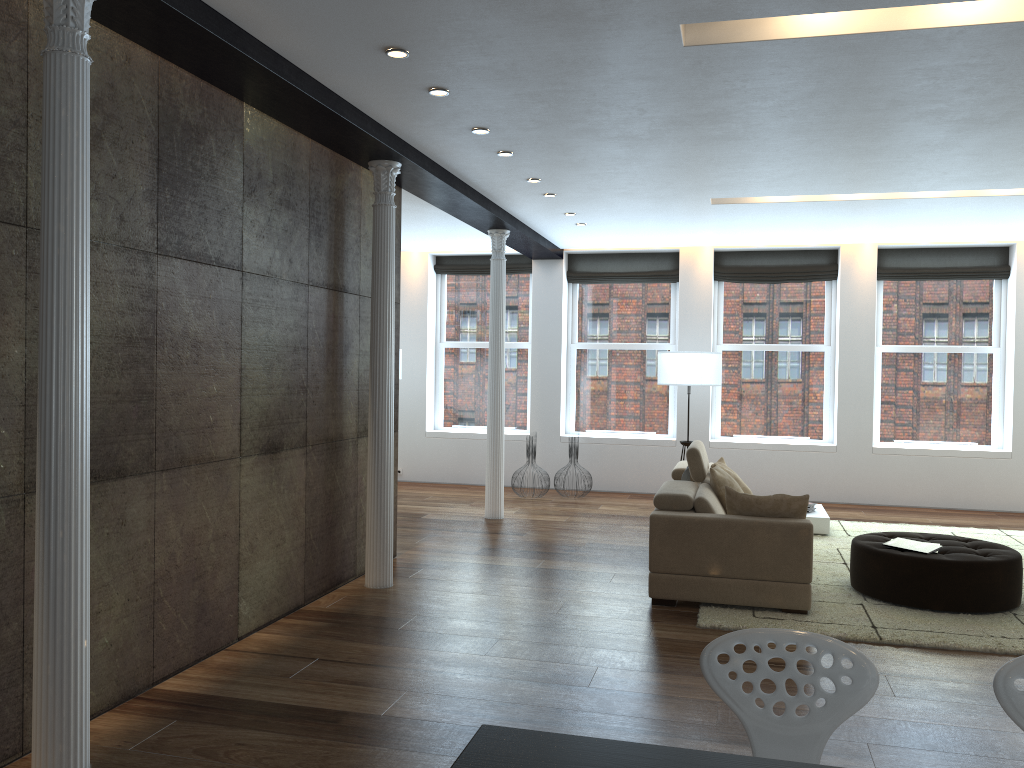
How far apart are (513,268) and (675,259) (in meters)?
2.07

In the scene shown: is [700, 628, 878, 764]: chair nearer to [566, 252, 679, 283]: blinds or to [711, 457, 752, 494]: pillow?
[711, 457, 752, 494]: pillow

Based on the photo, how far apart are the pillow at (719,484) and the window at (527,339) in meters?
5.2

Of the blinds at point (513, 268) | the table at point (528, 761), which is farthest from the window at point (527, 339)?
the table at point (528, 761)

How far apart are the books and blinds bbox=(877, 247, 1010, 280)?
5.29m

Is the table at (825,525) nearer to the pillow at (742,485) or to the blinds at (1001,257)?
the pillow at (742,485)

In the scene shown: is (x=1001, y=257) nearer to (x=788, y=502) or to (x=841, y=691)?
(x=788, y=502)

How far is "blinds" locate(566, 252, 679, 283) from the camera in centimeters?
1105cm

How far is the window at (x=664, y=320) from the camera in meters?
11.2

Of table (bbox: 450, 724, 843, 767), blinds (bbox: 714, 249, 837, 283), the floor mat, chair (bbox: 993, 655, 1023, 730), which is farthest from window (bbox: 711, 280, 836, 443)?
table (bbox: 450, 724, 843, 767)
